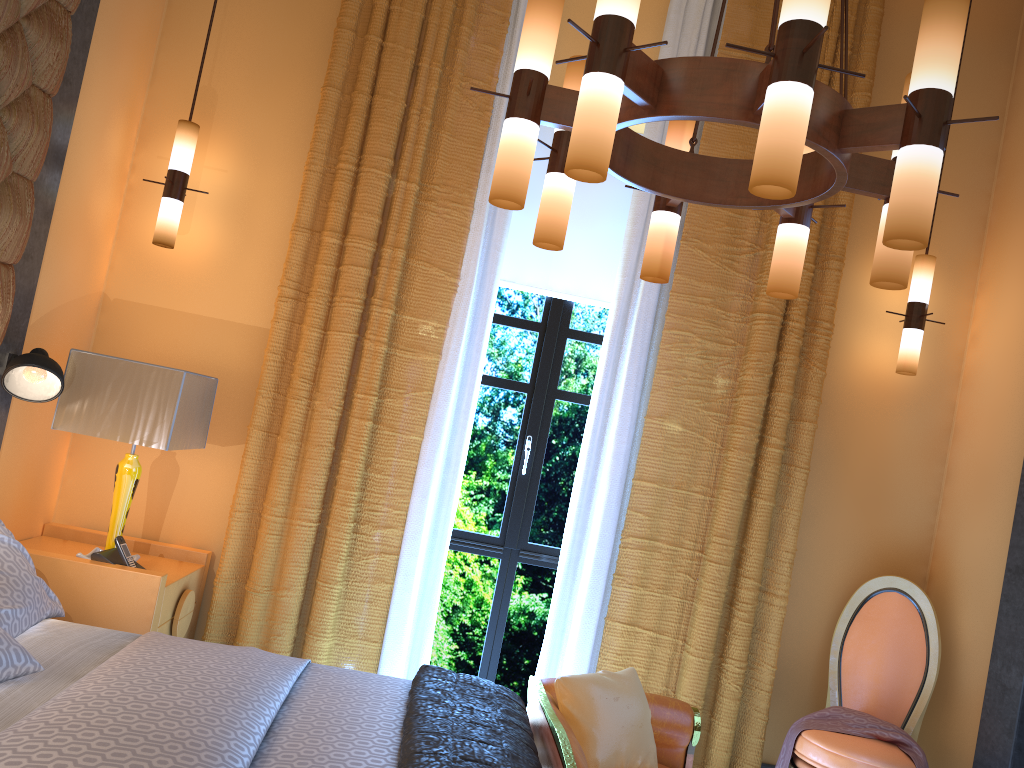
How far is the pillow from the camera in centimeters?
281cm

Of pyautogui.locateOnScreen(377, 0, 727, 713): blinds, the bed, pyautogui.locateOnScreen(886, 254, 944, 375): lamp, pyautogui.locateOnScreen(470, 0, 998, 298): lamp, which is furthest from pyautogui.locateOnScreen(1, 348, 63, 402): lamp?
pyautogui.locateOnScreen(886, 254, 944, 375): lamp

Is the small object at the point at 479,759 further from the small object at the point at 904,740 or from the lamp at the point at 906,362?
the lamp at the point at 906,362

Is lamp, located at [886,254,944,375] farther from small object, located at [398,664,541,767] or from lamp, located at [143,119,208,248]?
lamp, located at [143,119,208,248]

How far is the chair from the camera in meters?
3.4

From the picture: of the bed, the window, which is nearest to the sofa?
the bed

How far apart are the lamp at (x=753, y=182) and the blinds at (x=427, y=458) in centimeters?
123cm

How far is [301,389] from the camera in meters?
3.7

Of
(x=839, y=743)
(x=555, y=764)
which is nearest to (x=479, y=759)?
(x=555, y=764)

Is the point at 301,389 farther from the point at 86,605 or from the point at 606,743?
the point at 606,743
